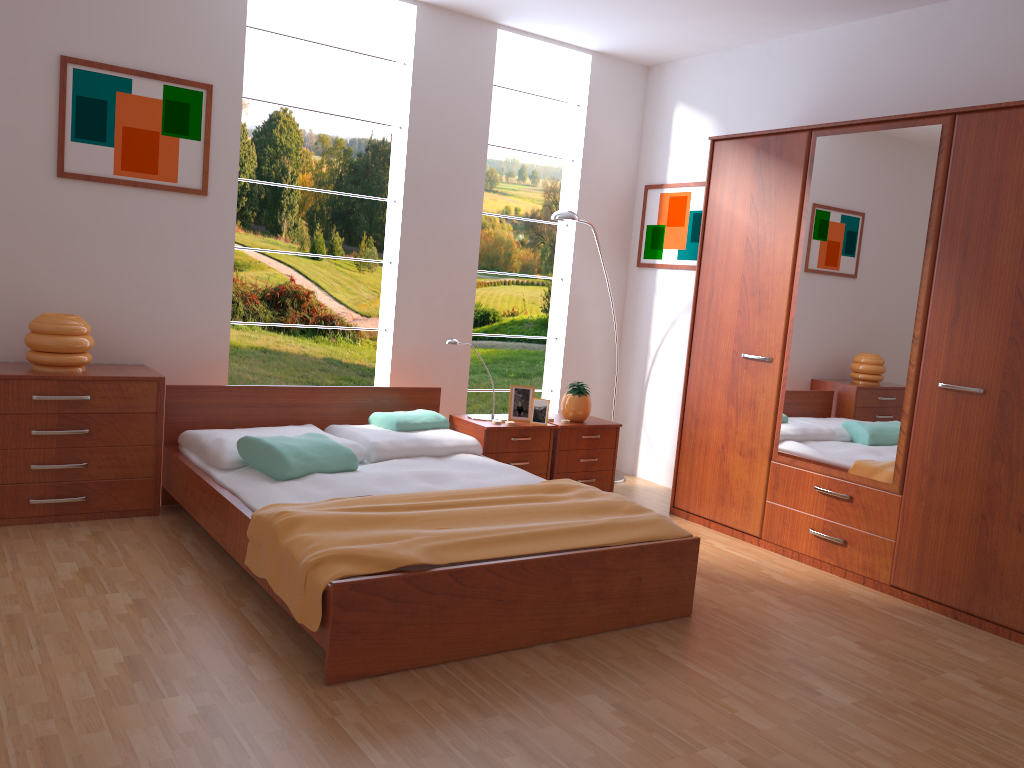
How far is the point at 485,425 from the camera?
4.5m

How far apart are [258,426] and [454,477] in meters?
1.1

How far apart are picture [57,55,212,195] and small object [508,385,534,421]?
1.83m

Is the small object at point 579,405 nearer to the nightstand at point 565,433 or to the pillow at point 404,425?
the nightstand at point 565,433

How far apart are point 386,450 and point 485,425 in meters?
0.7 m

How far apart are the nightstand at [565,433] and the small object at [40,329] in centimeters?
229cm

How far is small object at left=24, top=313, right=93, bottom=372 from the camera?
3.7m

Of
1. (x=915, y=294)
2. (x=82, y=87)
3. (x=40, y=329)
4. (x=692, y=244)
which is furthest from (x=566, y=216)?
(x=40, y=329)

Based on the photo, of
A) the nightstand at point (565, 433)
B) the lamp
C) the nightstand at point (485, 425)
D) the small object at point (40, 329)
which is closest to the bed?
the nightstand at point (485, 425)

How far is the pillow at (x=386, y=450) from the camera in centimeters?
402cm
